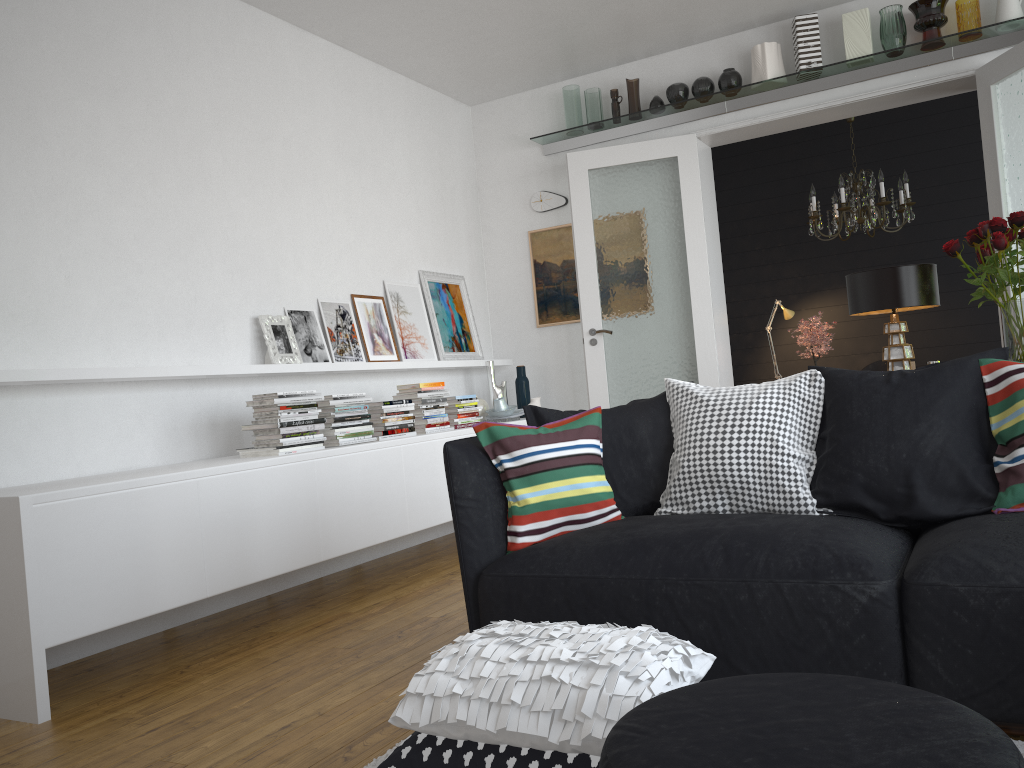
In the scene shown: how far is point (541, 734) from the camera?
1.8m

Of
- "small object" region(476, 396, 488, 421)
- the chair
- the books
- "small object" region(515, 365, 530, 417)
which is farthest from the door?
the books

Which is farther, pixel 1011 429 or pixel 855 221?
pixel 855 221

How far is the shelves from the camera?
5.0 meters

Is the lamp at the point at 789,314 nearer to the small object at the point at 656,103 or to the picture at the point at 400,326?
the small object at the point at 656,103

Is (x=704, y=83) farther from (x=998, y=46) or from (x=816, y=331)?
(x=816, y=331)

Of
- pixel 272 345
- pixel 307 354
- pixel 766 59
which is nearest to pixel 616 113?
pixel 766 59

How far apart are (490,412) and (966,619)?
3.93m

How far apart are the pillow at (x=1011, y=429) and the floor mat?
0.6m

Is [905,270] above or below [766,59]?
below
